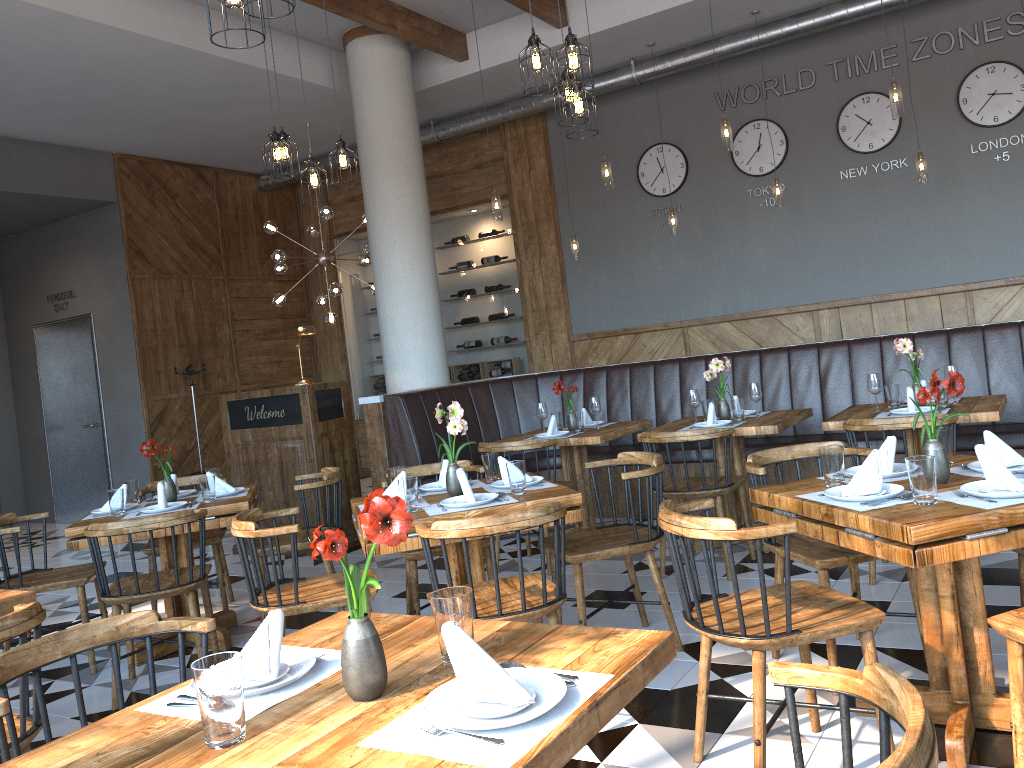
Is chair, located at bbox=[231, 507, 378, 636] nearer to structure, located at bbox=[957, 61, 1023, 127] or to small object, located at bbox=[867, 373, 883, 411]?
small object, located at bbox=[867, 373, 883, 411]

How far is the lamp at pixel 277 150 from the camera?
5.6 meters

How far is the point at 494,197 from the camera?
7.48m

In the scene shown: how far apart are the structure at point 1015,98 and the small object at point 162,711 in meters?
7.8 m

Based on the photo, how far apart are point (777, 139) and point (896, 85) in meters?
2.8 m

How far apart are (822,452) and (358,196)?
9.3 meters

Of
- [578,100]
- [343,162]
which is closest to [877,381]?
[578,100]

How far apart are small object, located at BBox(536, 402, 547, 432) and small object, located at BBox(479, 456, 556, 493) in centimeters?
221cm

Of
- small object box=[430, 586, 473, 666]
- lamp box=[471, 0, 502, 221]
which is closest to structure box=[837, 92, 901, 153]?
lamp box=[471, 0, 502, 221]

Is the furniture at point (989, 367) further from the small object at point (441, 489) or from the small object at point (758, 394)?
the small object at point (441, 489)
